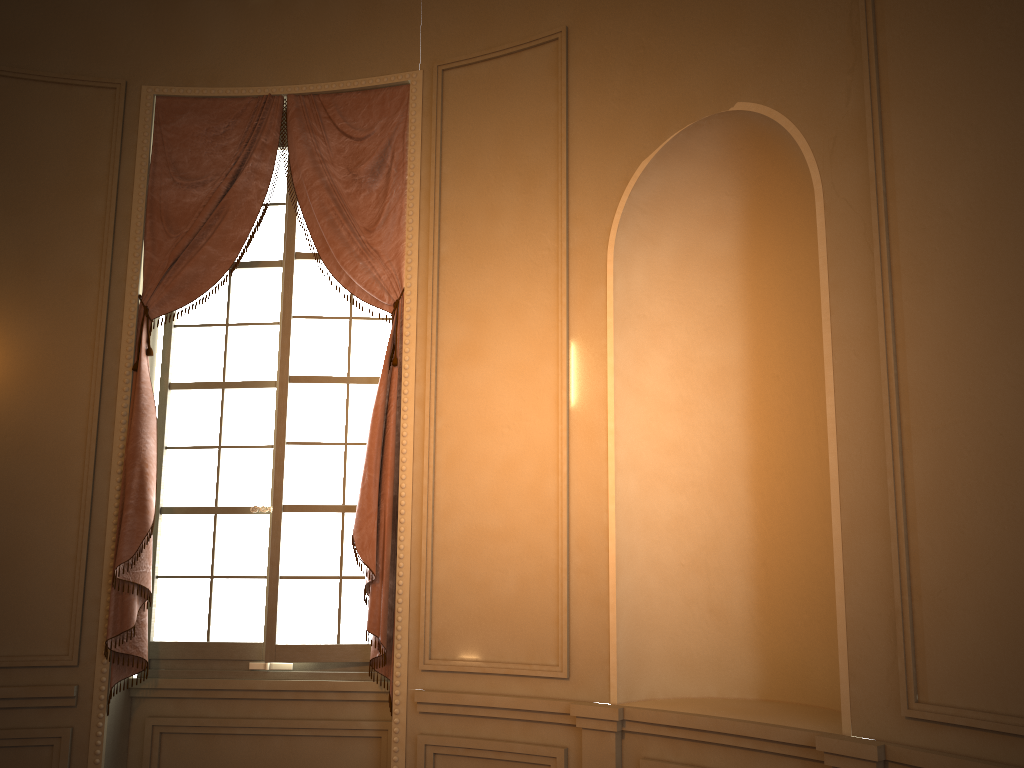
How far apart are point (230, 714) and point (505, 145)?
2.9m

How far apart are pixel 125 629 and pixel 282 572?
0.7 meters

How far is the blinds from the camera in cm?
394

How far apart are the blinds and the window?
0.09m

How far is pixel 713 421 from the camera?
3.72m

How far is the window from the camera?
4.13m

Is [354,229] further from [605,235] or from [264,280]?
[605,235]

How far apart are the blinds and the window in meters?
0.1 m

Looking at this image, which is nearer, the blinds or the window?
the blinds

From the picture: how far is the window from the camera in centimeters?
413cm
